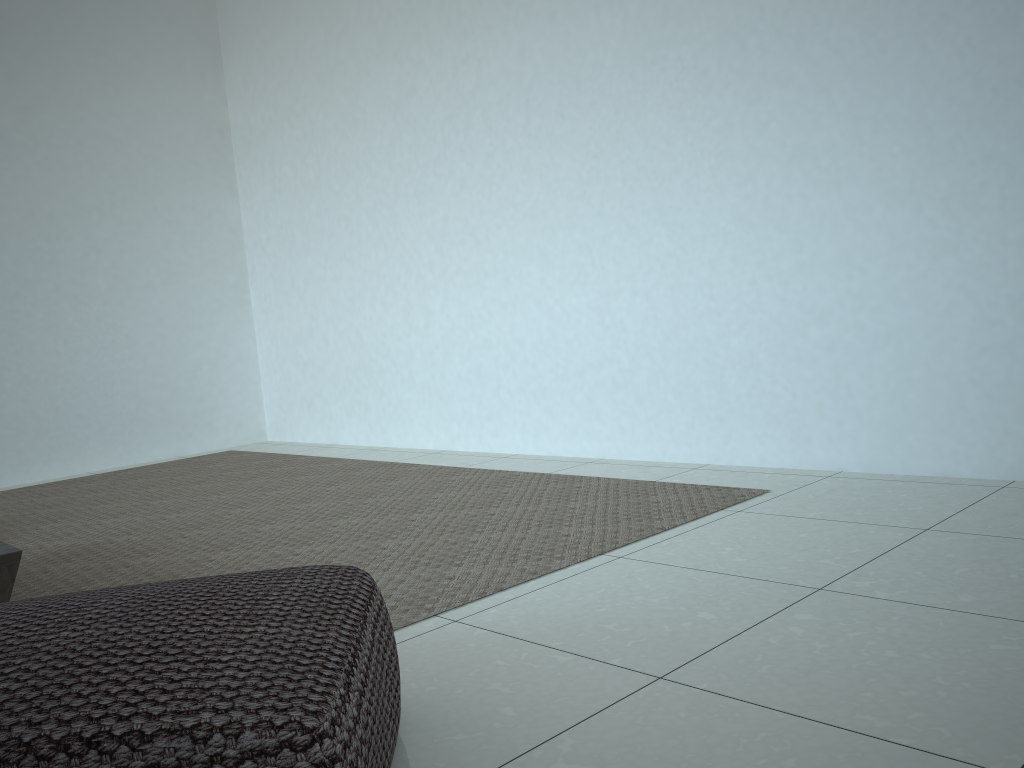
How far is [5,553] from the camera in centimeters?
174cm

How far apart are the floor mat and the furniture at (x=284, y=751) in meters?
0.5 m

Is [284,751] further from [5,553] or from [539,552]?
[539,552]

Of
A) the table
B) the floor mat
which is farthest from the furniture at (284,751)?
the table

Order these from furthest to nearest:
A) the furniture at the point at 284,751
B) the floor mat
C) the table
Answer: the floor mat < the table < the furniture at the point at 284,751

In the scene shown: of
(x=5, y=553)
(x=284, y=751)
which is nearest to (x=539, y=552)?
(x=5, y=553)

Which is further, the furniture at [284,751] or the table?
the table

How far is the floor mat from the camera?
2.2 meters

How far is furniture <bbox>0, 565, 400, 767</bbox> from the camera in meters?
0.8

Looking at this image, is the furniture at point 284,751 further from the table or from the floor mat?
the table
